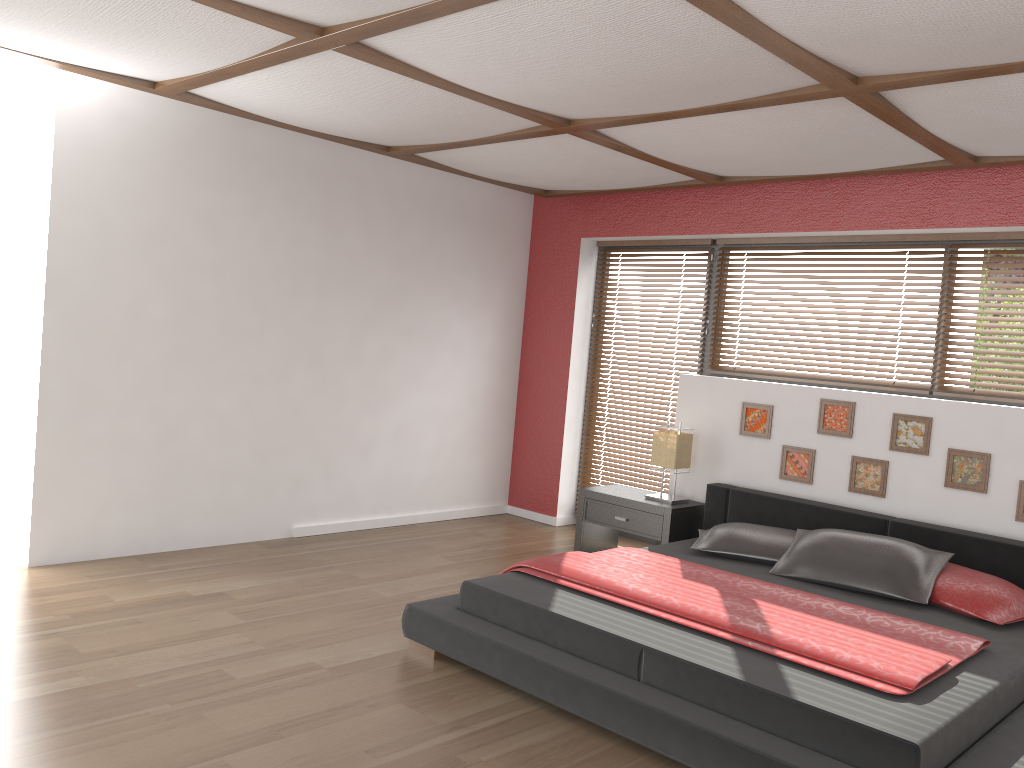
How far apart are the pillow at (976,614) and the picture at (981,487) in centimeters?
58cm

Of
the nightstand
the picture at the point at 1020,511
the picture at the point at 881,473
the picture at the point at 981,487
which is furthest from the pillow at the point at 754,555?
the picture at the point at 1020,511

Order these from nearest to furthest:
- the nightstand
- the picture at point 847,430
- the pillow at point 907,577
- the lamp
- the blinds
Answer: the pillow at point 907,577 → the picture at point 847,430 → the nightstand → the lamp → the blinds

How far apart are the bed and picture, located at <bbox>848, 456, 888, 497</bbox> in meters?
0.2 m

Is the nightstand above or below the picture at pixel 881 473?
below

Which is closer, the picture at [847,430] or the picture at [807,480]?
the picture at [847,430]

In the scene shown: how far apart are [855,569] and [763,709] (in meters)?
1.53

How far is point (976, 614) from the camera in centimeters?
368cm

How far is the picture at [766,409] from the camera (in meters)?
5.23

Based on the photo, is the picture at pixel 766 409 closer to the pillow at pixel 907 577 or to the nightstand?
the nightstand
